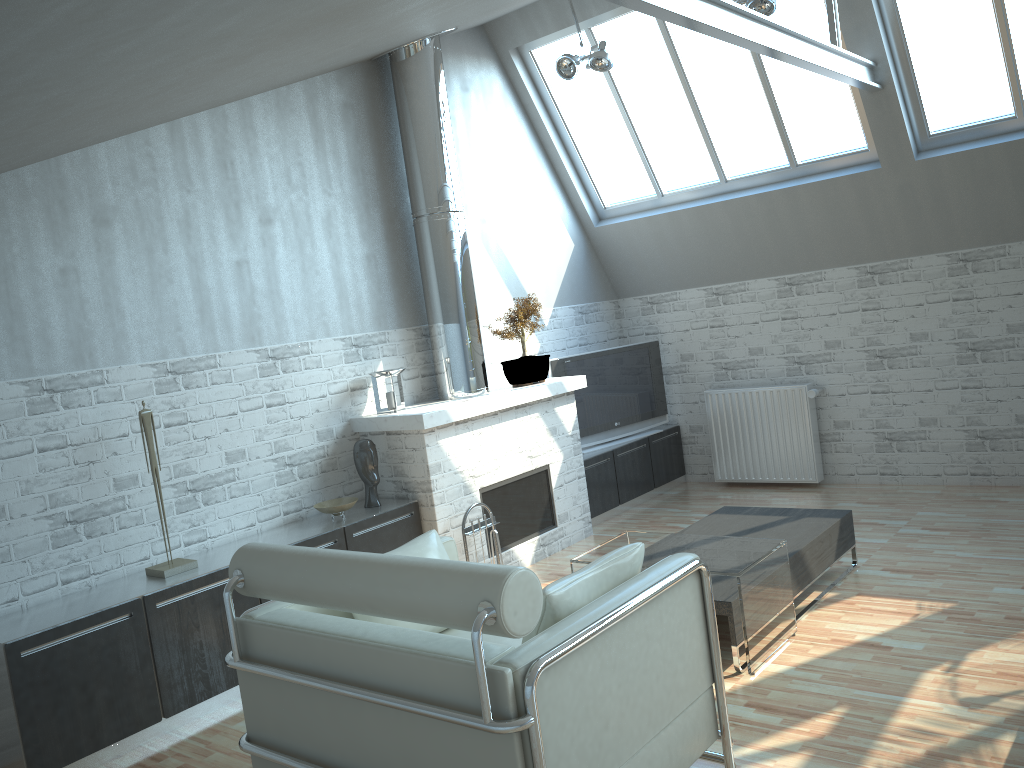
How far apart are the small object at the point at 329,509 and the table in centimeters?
275cm

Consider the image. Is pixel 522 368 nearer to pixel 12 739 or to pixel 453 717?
pixel 12 739

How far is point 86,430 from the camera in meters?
8.4

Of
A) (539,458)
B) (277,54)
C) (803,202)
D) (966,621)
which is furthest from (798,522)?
(277,54)

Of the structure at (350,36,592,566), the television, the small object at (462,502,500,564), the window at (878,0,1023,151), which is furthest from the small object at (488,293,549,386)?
the window at (878,0,1023,151)

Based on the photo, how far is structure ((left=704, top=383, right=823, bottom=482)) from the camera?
13.6m

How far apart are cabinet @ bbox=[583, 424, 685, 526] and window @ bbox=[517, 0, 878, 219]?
3.7 meters

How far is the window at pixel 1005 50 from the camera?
10.50m

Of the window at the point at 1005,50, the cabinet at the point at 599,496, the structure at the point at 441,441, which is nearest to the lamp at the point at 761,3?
the window at the point at 1005,50

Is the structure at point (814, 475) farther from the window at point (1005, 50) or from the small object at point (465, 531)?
the small object at point (465, 531)
